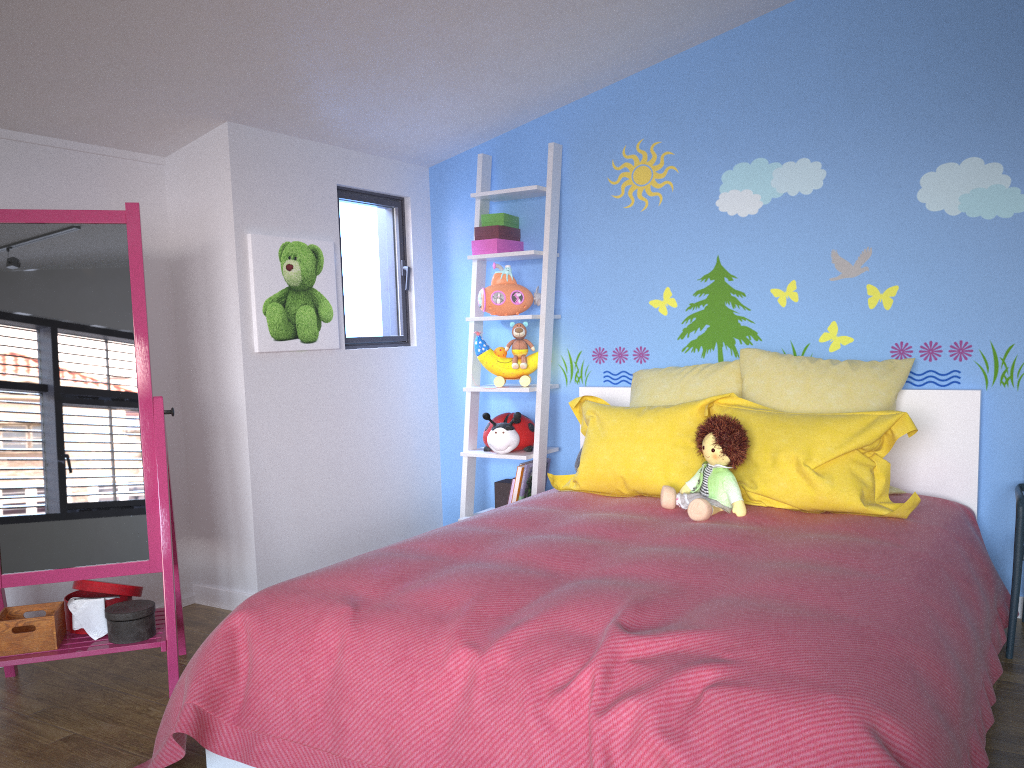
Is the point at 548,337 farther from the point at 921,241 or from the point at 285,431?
the point at 921,241

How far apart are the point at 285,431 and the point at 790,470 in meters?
1.9 m

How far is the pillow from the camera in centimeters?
272cm

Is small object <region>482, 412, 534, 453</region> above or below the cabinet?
below

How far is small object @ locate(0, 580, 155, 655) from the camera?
2.5m

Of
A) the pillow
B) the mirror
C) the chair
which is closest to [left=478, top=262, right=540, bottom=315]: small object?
the pillow

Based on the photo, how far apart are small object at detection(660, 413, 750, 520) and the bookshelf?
0.9m

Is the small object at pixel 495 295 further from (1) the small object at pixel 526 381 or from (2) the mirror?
(2) the mirror

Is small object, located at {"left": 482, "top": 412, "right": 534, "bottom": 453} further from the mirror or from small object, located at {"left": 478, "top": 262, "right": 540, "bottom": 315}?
the mirror

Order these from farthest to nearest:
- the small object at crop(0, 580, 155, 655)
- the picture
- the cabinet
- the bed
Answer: the picture < the cabinet < the small object at crop(0, 580, 155, 655) < the bed
